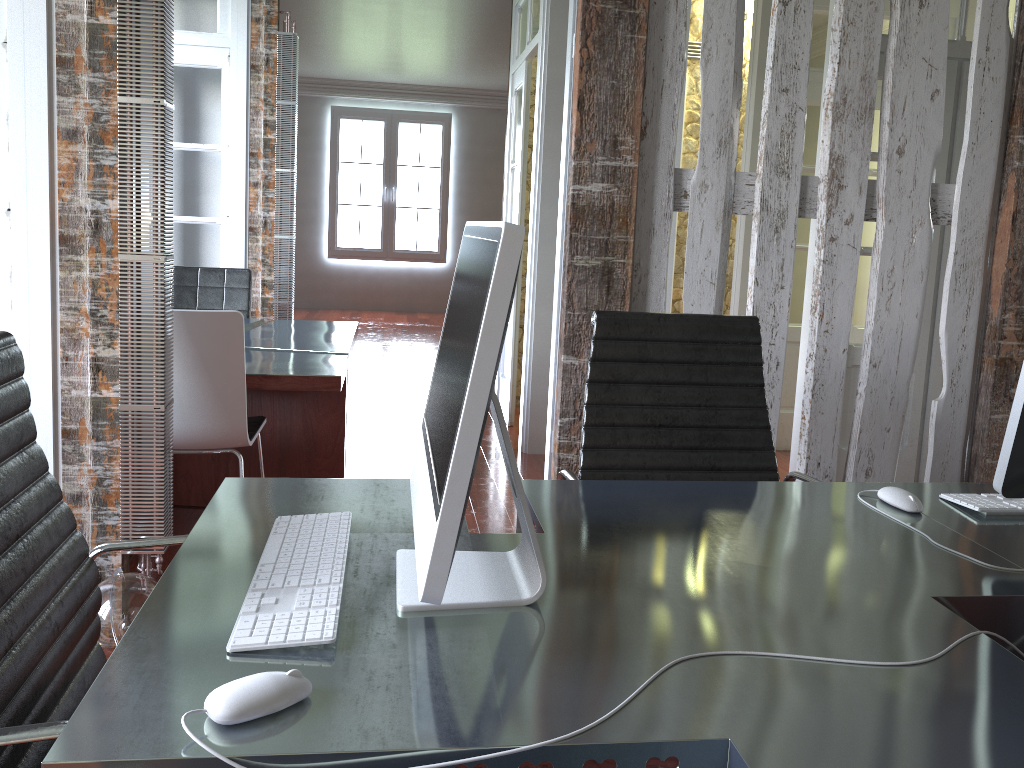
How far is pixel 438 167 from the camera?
11.7 meters

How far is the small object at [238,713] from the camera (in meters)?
0.84

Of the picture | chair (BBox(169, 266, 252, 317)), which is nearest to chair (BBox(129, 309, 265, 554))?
chair (BBox(169, 266, 252, 317))

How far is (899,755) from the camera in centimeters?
85cm

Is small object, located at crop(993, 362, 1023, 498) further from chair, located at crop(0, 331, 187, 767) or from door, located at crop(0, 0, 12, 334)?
door, located at crop(0, 0, 12, 334)

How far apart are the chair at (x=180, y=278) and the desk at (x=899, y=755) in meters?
3.4 m

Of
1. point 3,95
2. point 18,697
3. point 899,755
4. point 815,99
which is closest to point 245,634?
point 18,697

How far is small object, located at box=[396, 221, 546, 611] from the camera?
0.9m

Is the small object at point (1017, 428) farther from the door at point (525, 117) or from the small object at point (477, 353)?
the door at point (525, 117)

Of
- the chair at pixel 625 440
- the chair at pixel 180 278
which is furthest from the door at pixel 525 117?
the chair at pixel 625 440
